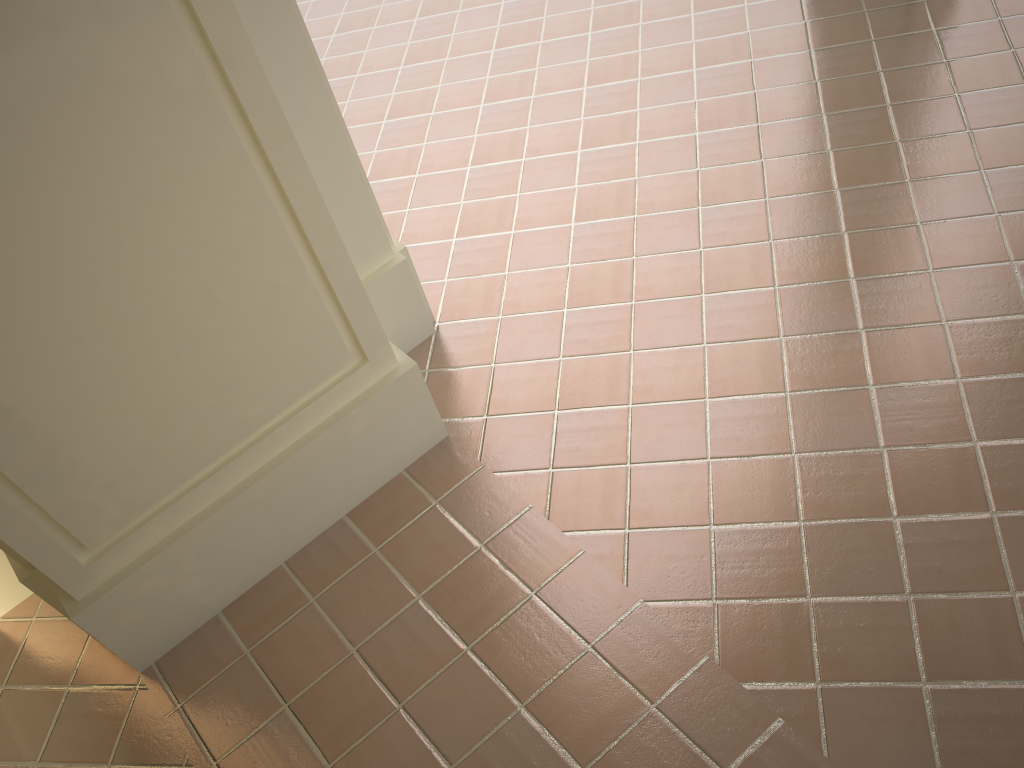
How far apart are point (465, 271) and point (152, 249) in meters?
2.0

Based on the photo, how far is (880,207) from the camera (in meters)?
3.95
